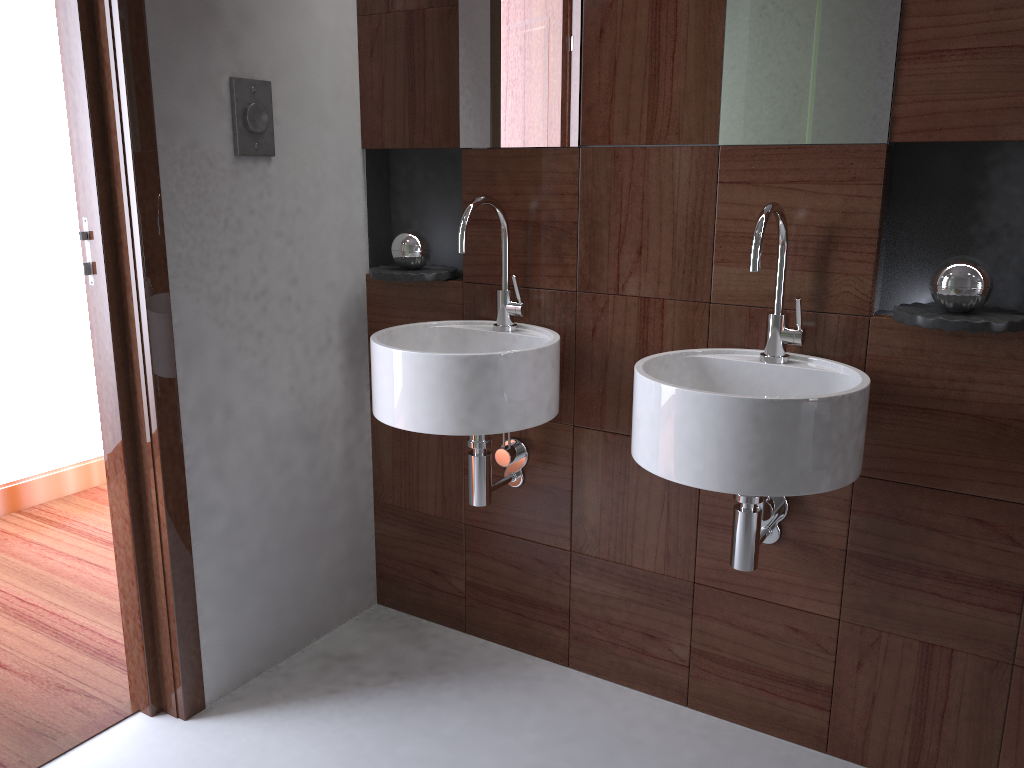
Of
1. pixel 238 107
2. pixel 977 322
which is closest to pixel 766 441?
pixel 977 322

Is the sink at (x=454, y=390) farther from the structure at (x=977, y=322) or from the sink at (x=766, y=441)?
the structure at (x=977, y=322)

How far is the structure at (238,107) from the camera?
1.9m

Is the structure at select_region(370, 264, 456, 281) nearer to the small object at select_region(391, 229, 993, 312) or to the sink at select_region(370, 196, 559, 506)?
the small object at select_region(391, 229, 993, 312)

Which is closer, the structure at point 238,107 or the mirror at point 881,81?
the mirror at point 881,81

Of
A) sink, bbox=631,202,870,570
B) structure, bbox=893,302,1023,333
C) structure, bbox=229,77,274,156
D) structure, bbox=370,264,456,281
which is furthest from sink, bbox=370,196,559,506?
structure, bbox=893,302,1023,333

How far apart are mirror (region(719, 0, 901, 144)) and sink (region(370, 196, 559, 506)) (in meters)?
0.50

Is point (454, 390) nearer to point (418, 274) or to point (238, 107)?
point (418, 274)

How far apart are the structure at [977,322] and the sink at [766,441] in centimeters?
12cm

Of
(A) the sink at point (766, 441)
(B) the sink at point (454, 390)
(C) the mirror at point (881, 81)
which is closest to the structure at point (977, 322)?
(A) the sink at point (766, 441)
